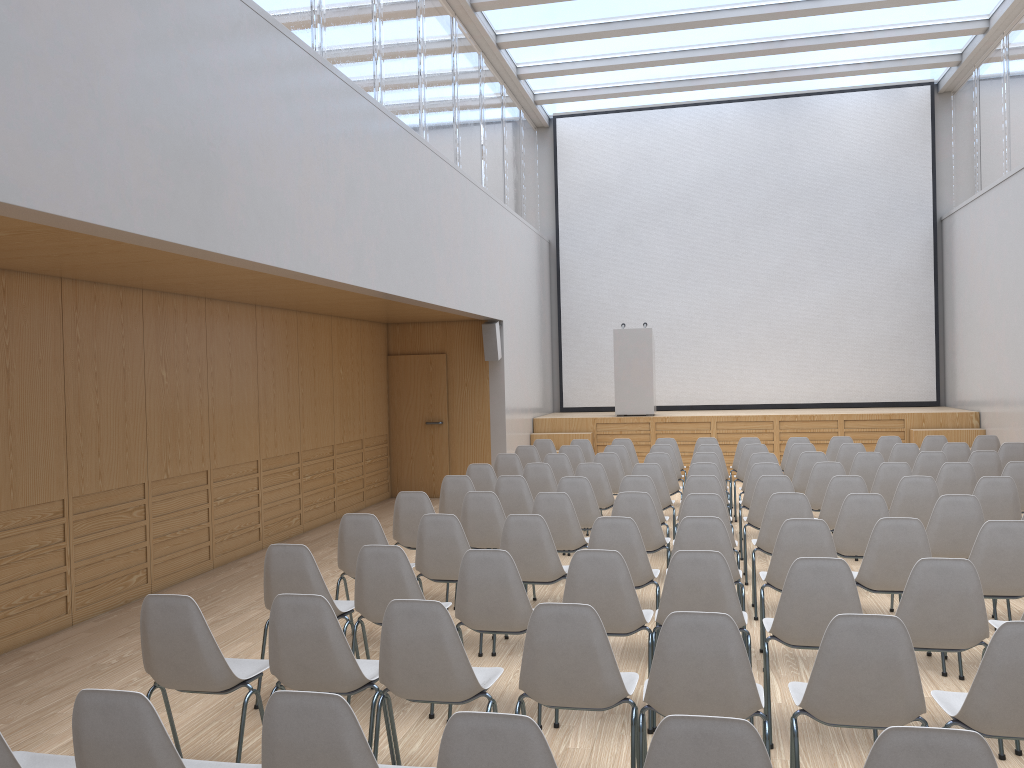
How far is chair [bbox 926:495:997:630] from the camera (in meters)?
5.64

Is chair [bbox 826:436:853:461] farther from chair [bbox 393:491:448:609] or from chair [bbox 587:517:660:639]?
chair [bbox 393:491:448:609]

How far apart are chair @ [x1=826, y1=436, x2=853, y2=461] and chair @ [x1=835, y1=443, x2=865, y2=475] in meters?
1.0 m

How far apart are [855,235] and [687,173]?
2.99m

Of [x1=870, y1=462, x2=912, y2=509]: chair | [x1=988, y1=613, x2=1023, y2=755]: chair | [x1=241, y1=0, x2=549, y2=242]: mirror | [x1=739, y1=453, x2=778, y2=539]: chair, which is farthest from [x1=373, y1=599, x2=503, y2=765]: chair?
[x1=739, y1=453, x2=778, y2=539]: chair

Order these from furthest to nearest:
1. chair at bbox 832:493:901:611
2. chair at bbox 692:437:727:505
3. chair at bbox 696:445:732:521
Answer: chair at bbox 692:437:727:505
chair at bbox 696:445:732:521
chair at bbox 832:493:901:611

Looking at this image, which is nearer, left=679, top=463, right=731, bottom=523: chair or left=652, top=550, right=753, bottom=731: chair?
left=652, top=550, right=753, bottom=731: chair

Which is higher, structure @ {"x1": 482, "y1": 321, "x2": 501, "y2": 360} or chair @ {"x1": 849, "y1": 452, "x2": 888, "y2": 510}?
structure @ {"x1": 482, "y1": 321, "x2": 501, "y2": 360}

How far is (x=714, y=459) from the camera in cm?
895

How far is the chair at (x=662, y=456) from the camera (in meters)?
9.04
